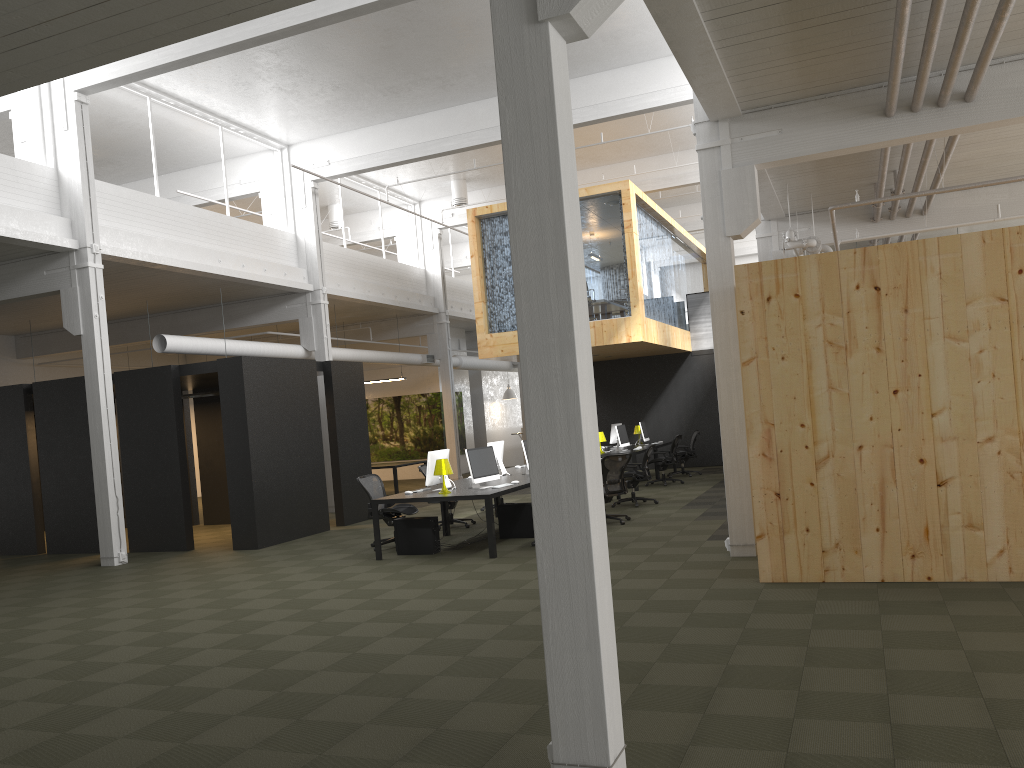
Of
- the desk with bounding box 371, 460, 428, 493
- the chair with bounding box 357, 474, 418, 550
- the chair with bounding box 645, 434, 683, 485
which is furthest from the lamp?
the desk with bounding box 371, 460, 428, 493

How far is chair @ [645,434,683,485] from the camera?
17.8m

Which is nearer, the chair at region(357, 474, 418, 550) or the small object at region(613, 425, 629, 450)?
the chair at region(357, 474, 418, 550)

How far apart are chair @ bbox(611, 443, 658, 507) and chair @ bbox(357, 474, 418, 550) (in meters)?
4.04

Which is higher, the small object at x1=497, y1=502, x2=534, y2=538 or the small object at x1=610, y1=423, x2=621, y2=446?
the small object at x1=610, y1=423, x2=621, y2=446

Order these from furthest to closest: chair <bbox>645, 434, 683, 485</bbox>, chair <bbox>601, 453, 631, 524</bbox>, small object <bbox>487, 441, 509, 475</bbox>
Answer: chair <bbox>645, 434, 683, 485</bbox>
small object <bbox>487, 441, 509, 475</bbox>
chair <bbox>601, 453, 631, 524</bbox>

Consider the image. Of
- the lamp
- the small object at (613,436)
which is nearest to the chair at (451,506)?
the lamp

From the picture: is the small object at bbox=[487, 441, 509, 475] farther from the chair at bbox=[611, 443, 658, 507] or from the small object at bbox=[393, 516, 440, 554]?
the small object at bbox=[393, 516, 440, 554]

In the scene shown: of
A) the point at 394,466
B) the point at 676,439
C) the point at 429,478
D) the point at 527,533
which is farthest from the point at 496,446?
the point at 394,466

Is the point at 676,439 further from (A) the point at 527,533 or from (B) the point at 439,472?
Result: (B) the point at 439,472
